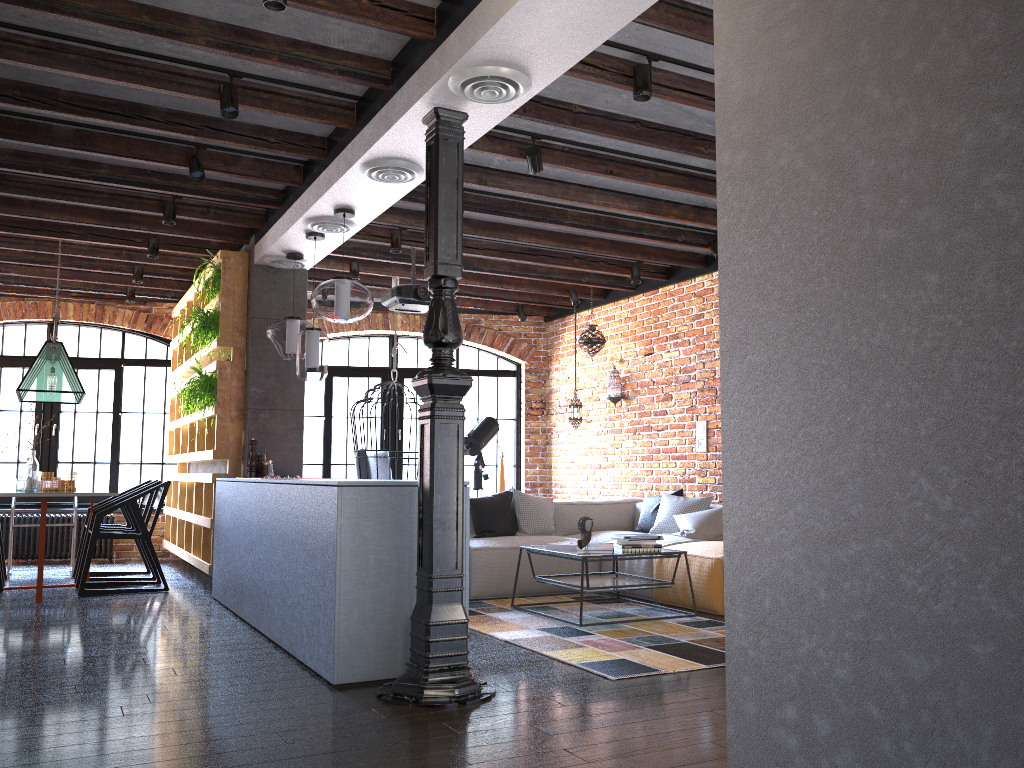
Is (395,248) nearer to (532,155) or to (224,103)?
(532,155)

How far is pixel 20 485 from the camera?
6.8m

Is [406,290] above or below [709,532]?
above

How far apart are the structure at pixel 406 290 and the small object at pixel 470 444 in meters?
2.0 m

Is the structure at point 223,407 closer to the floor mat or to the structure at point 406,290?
the structure at point 406,290

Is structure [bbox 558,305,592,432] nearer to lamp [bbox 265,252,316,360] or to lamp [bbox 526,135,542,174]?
lamp [bbox 265,252,316,360]

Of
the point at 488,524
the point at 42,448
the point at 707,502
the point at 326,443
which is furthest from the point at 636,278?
the point at 42,448

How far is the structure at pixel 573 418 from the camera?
8.7m

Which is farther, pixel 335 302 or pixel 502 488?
pixel 502 488

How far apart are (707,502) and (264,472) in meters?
3.3
